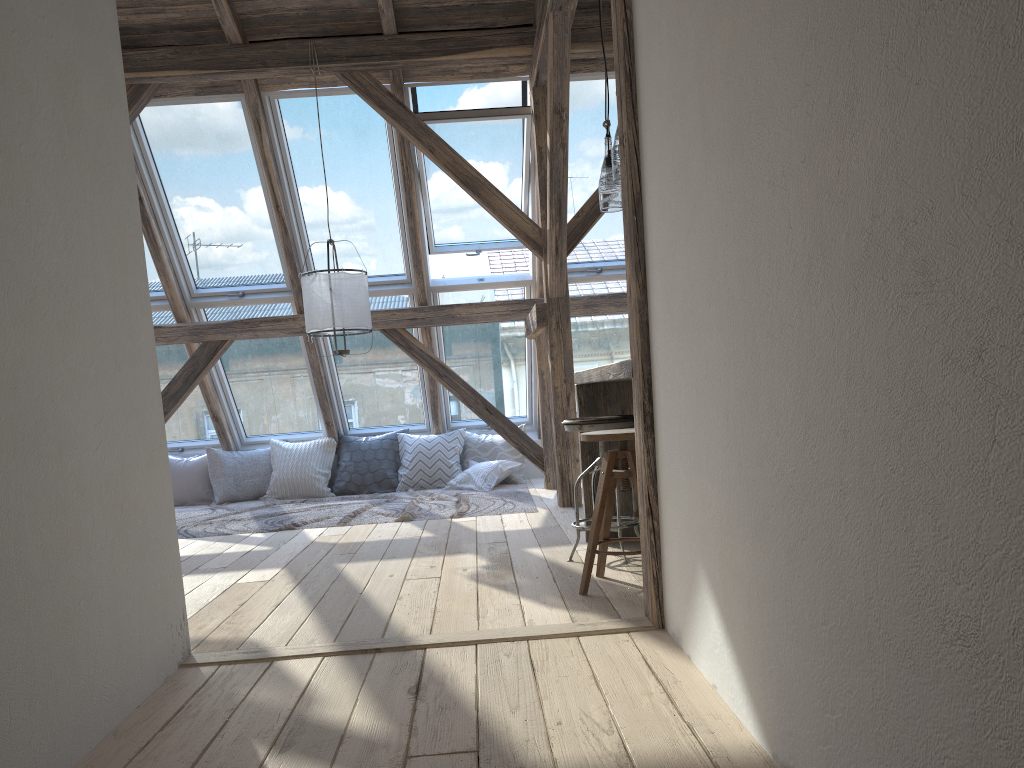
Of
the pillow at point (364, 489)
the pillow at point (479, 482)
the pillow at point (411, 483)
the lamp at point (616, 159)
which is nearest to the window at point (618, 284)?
the pillow at point (411, 483)

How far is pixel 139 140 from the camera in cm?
605

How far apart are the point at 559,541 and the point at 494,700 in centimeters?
229cm

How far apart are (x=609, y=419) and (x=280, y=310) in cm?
407

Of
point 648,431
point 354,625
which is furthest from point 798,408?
point 354,625

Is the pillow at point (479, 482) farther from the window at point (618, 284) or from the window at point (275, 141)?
the window at point (275, 141)

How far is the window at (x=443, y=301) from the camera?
7.14m

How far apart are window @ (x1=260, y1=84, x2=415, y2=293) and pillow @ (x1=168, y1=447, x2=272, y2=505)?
1.83m

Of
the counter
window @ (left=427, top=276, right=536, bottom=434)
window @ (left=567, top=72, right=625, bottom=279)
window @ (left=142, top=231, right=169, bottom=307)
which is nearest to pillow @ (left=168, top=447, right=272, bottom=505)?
window @ (left=142, top=231, right=169, bottom=307)

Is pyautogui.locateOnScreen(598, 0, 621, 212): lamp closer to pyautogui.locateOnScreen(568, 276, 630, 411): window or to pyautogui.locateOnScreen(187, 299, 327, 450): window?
pyautogui.locateOnScreen(568, 276, 630, 411): window
